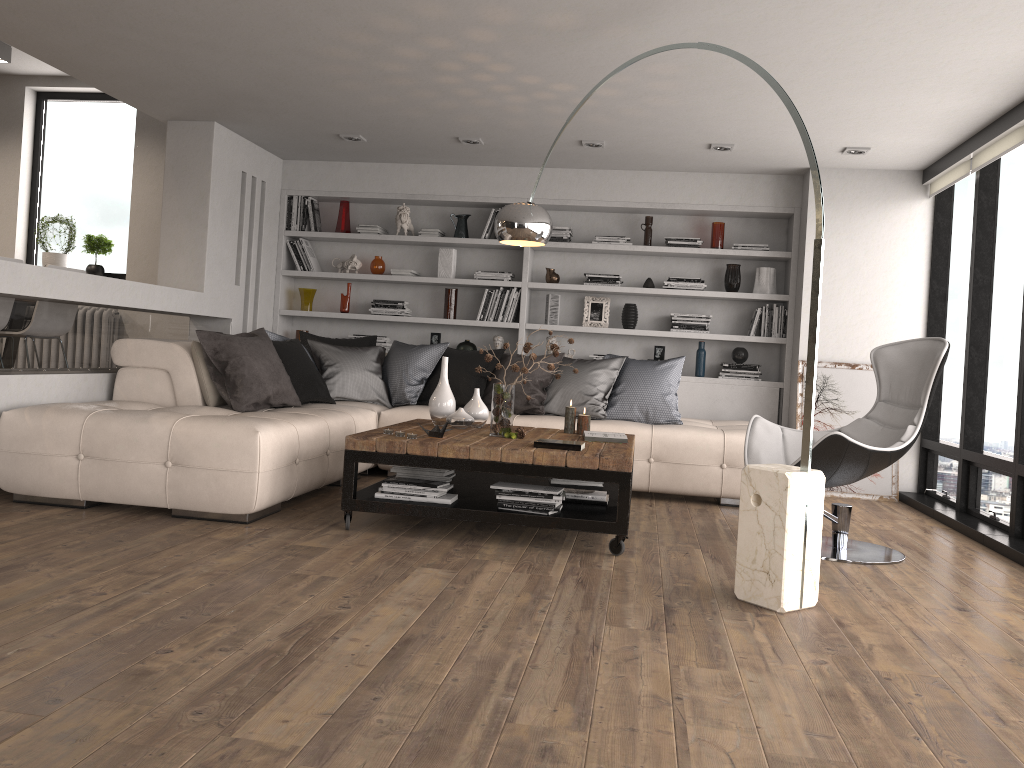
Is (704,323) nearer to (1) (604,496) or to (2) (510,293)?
(2) (510,293)

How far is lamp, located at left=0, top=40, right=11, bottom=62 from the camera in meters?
6.8 m

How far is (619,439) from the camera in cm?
A: 469

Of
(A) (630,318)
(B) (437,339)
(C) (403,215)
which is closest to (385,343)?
(B) (437,339)

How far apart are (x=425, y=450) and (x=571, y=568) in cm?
90

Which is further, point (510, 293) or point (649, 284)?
point (510, 293)

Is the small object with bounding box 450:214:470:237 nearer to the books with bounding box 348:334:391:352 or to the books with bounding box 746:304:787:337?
the books with bounding box 348:334:391:352

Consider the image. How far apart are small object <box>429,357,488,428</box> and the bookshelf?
2.25m

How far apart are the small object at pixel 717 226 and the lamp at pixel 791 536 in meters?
2.7 m

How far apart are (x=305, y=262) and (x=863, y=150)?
4.47m
